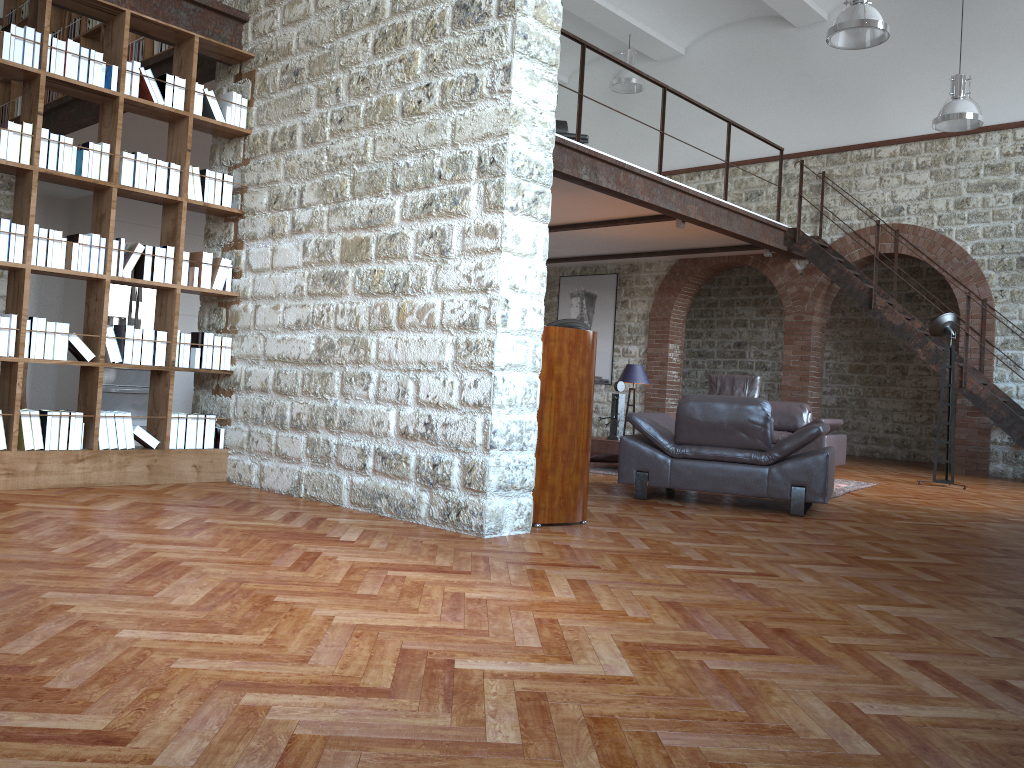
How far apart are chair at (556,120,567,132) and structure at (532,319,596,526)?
6.9 meters

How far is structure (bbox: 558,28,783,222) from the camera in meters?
8.5

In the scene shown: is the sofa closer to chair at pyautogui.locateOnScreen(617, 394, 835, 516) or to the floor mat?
the floor mat

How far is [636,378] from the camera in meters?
10.7

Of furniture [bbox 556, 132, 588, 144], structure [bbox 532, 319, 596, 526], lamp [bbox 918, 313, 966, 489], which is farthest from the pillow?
structure [bbox 532, 319, 596, 526]

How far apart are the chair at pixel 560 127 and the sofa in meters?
3.6

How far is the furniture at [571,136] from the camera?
9.7 meters

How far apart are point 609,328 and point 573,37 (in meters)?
6.70

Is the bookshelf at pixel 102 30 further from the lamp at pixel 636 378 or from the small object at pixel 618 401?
the lamp at pixel 636 378

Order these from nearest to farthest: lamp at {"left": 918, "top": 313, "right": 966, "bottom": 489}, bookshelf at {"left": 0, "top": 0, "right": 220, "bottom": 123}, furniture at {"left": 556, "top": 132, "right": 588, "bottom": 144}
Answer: bookshelf at {"left": 0, "top": 0, "right": 220, "bottom": 123} → lamp at {"left": 918, "top": 313, "right": 966, "bottom": 489} → furniture at {"left": 556, "top": 132, "right": 588, "bottom": 144}
